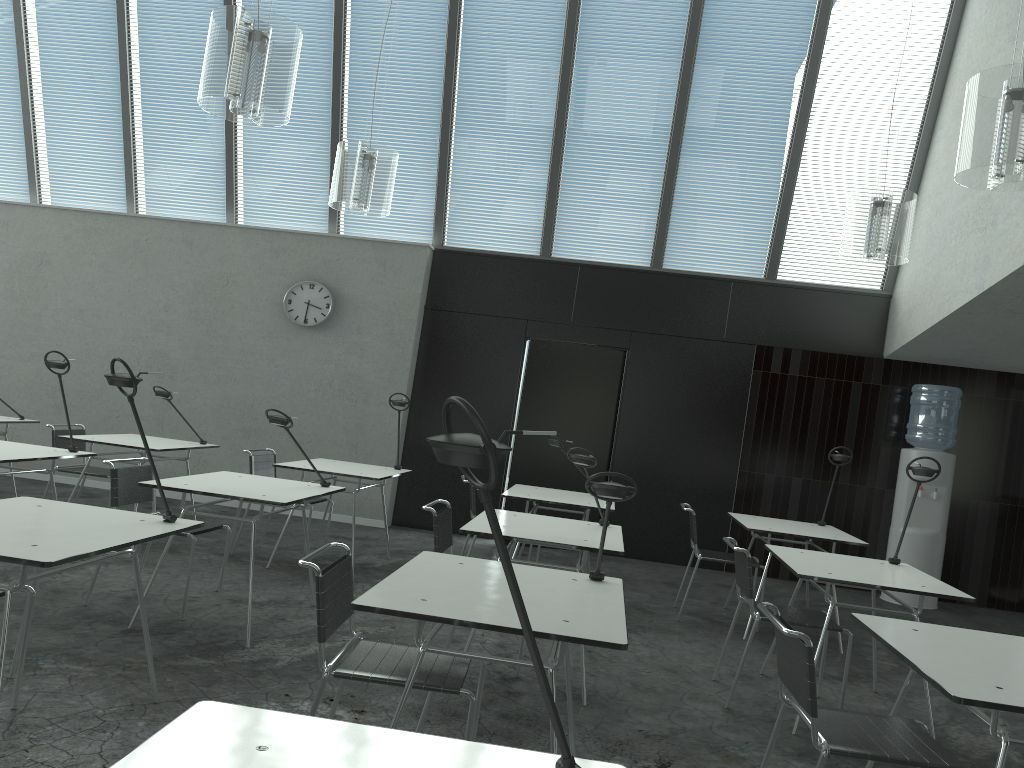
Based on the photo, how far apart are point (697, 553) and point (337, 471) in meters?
2.3

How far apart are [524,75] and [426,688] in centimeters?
622cm

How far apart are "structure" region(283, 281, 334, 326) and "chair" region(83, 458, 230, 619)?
3.4m

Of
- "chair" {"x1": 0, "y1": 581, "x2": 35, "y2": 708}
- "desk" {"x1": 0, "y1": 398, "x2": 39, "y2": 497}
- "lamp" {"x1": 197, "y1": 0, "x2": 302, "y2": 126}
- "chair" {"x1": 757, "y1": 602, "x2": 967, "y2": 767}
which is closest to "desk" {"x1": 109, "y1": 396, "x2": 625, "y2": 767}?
"chair" {"x1": 757, "y1": 602, "x2": 967, "y2": 767}

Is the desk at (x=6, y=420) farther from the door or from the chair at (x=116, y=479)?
the door

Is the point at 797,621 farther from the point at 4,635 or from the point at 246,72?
the point at 246,72

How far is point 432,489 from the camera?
7.97m

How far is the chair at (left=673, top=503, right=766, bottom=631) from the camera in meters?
5.5

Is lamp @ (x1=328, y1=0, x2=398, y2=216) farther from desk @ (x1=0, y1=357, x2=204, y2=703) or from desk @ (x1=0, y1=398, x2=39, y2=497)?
desk @ (x1=0, y1=398, x2=39, y2=497)

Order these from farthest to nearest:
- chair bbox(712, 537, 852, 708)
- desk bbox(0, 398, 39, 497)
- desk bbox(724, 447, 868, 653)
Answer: desk bbox(0, 398, 39, 497) < desk bbox(724, 447, 868, 653) < chair bbox(712, 537, 852, 708)
